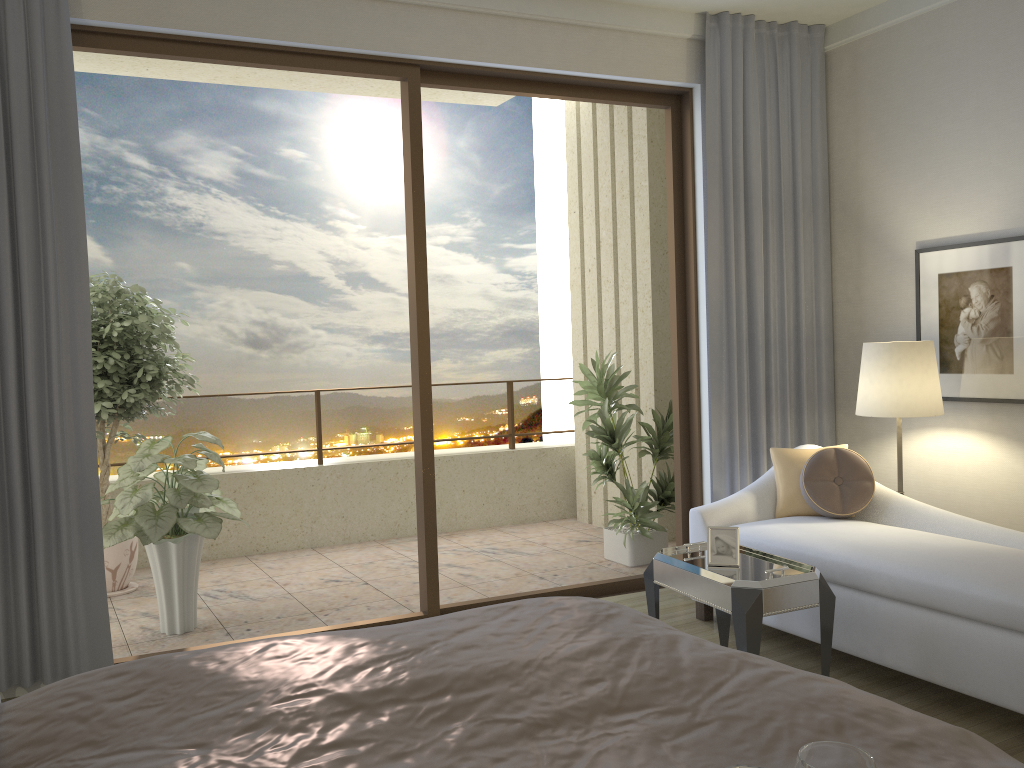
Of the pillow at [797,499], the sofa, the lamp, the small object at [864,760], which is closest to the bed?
the small object at [864,760]

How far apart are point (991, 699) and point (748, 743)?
2.1m

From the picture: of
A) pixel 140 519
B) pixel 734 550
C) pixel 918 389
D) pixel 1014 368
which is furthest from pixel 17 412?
pixel 1014 368

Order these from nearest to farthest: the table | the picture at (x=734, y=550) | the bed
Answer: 1. the bed
2. the table
3. the picture at (x=734, y=550)

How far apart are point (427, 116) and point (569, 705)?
7.94m

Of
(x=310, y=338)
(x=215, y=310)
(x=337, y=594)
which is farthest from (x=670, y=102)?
(x=215, y=310)

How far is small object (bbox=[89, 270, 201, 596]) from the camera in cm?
501

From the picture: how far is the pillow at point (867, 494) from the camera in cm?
410

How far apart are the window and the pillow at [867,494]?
0.9 meters

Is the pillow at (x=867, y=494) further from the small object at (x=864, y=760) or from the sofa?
the small object at (x=864, y=760)
